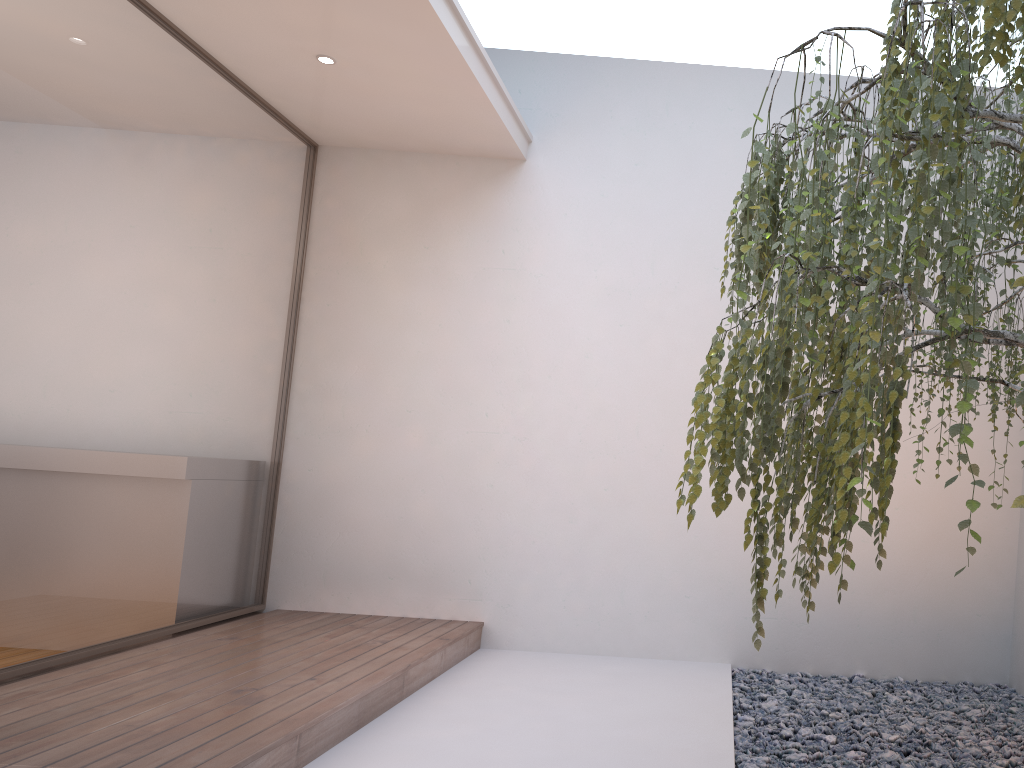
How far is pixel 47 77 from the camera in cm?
320

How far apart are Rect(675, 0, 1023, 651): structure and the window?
2.5 meters

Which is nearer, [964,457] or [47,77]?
[964,457]

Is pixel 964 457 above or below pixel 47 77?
below

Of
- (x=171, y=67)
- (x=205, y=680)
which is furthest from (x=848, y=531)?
(x=171, y=67)

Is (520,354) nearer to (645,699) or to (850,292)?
(645,699)

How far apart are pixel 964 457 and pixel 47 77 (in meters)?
3.27

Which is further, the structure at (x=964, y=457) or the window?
the window

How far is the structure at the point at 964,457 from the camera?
1.42m

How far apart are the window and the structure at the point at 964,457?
2.5 meters
